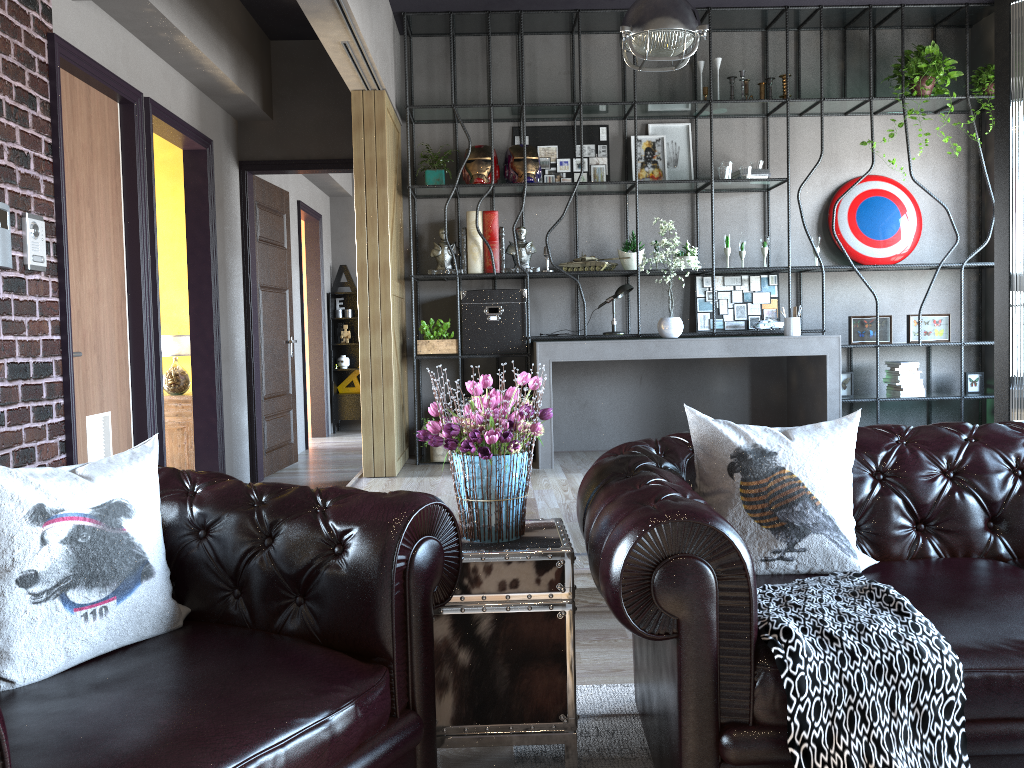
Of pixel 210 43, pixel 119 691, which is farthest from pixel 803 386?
pixel 119 691

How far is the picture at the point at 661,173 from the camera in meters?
6.8 m

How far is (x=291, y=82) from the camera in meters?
6.9 m

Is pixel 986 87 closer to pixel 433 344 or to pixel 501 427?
pixel 433 344

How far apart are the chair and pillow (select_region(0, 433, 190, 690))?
0.0m

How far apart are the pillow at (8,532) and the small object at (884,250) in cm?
591

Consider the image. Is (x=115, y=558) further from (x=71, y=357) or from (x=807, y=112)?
(x=807, y=112)

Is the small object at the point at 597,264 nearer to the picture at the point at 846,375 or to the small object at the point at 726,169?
the small object at the point at 726,169

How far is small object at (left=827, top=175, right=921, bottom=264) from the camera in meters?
6.8

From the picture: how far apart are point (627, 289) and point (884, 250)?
2.1m
